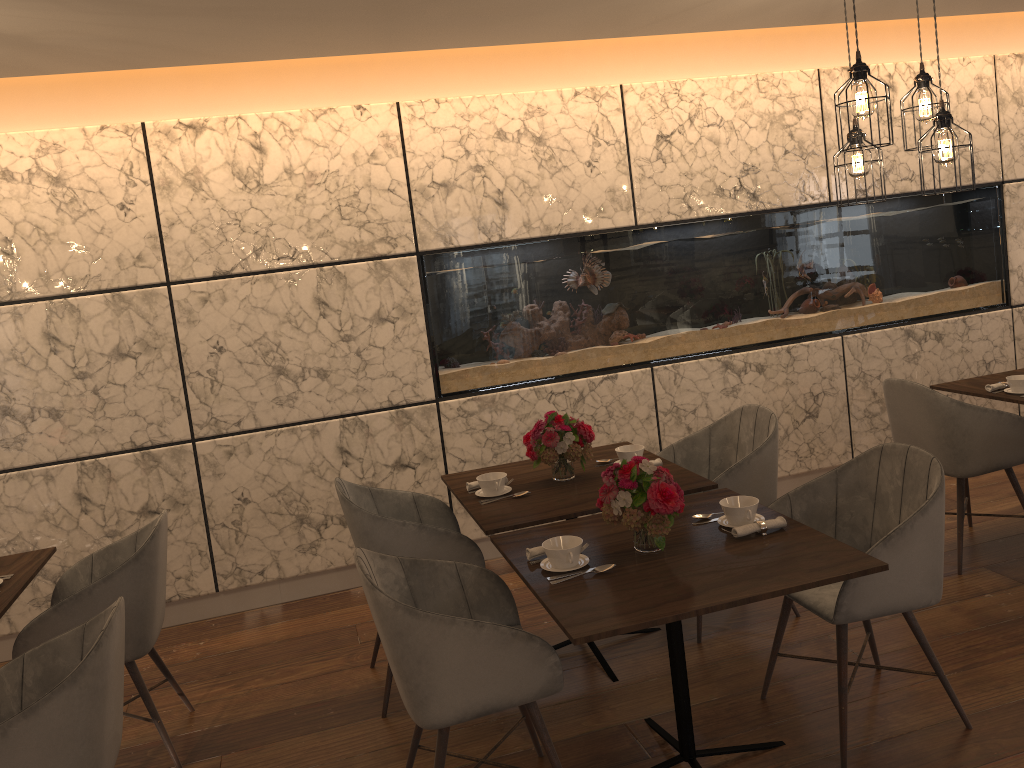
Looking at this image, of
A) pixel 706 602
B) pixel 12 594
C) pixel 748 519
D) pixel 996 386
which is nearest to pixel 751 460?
pixel 748 519

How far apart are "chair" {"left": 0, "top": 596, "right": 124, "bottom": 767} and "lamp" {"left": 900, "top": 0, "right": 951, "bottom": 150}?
3.30m

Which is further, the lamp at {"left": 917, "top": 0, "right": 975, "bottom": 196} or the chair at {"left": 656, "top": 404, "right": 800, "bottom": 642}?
the chair at {"left": 656, "top": 404, "right": 800, "bottom": 642}

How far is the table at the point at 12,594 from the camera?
3.1 meters

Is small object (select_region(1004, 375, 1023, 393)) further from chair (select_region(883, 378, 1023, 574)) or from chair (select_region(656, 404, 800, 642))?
chair (select_region(656, 404, 800, 642))

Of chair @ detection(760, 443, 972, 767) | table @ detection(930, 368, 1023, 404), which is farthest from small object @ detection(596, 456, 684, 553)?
table @ detection(930, 368, 1023, 404)

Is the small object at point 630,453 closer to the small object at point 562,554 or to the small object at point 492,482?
the small object at point 492,482

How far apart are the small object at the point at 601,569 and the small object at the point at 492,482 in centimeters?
95cm

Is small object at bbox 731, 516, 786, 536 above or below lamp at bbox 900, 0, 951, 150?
below

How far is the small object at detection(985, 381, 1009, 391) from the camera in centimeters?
425cm
